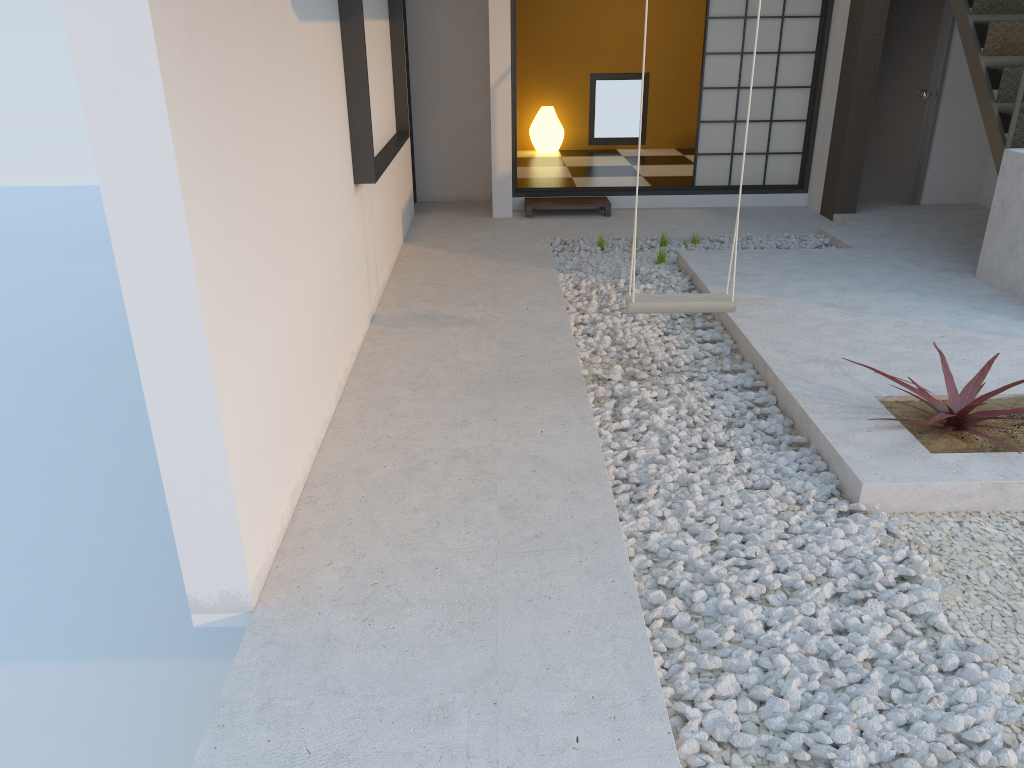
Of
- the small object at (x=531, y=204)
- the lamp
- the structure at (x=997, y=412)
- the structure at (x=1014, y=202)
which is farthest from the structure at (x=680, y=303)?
the lamp

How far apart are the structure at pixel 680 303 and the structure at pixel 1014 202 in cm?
212

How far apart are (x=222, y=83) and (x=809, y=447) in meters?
2.5

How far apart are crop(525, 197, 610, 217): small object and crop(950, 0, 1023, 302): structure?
2.85m

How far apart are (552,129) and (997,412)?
7.35m

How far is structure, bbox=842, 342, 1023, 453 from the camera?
3.3 meters

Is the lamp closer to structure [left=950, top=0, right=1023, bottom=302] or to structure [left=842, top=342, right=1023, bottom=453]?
structure [left=950, top=0, right=1023, bottom=302]

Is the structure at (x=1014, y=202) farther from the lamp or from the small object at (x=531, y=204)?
the lamp

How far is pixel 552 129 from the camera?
9.9m

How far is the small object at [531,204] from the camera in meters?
7.5 m
